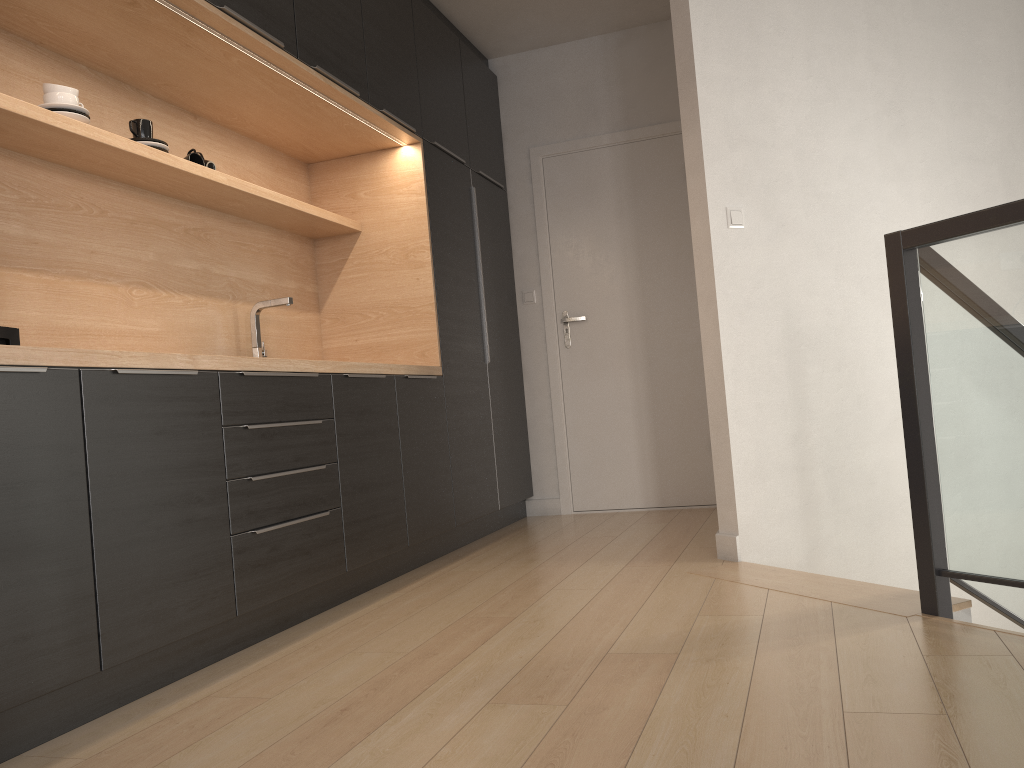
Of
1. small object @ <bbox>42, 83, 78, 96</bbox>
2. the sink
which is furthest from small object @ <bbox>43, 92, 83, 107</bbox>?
the sink

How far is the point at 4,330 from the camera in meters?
1.9

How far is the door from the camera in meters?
4.9

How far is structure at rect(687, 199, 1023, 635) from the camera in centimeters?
209cm

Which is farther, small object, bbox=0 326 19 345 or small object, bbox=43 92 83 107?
small object, bbox=43 92 83 107

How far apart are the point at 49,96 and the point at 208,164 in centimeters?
71cm

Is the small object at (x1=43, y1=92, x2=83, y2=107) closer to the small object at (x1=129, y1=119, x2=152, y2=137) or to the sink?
the small object at (x1=129, y1=119, x2=152, y2=137)

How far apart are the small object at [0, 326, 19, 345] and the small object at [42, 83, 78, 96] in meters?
1.0

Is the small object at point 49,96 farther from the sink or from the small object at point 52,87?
the sink

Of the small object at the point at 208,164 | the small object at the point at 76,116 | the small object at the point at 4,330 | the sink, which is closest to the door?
the sink
